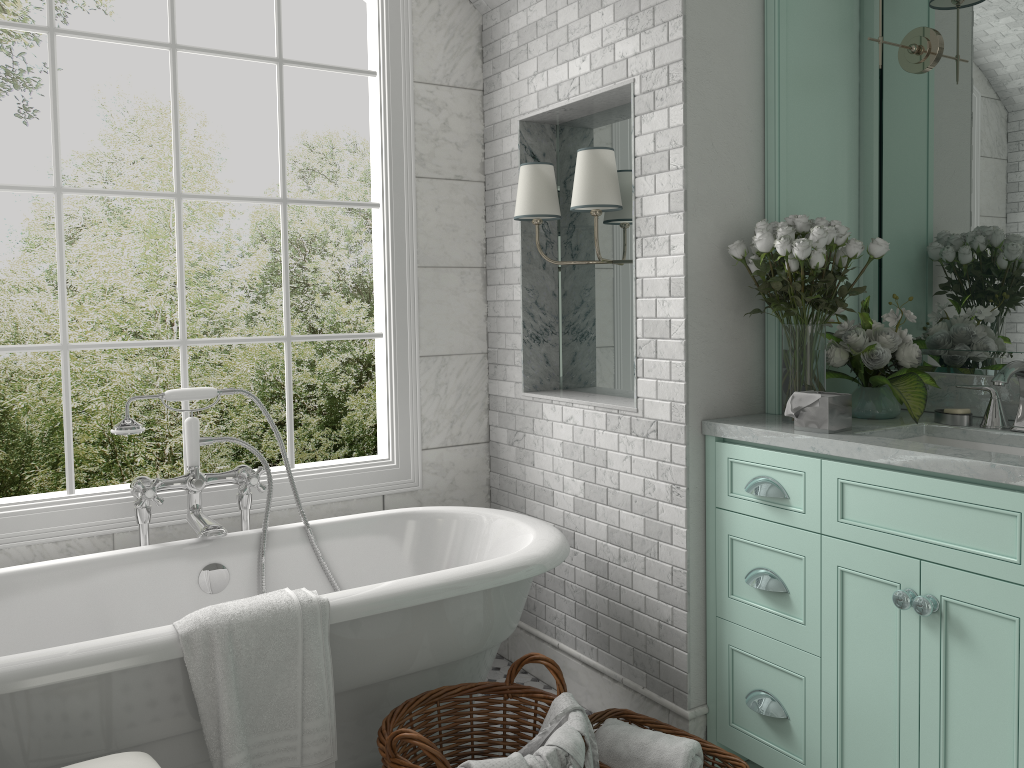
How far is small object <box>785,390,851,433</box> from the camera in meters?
2.5

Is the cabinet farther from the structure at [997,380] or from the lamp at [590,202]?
the lamp at [590,202]

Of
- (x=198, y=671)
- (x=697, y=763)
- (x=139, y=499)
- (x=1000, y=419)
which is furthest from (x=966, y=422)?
(x=139, y=499)

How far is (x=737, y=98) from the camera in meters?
2.8 m

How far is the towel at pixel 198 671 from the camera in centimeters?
211cm

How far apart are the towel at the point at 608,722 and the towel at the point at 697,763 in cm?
11

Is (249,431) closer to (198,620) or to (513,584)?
(513,584)

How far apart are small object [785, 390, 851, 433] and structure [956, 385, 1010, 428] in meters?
0.4 m

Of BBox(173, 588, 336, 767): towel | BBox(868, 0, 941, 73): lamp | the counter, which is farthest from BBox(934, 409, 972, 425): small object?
BBox(173, 588, 336, 767): towel

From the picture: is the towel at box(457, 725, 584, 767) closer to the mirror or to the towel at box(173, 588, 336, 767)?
the towel at box(173, 588, 336, 767)
